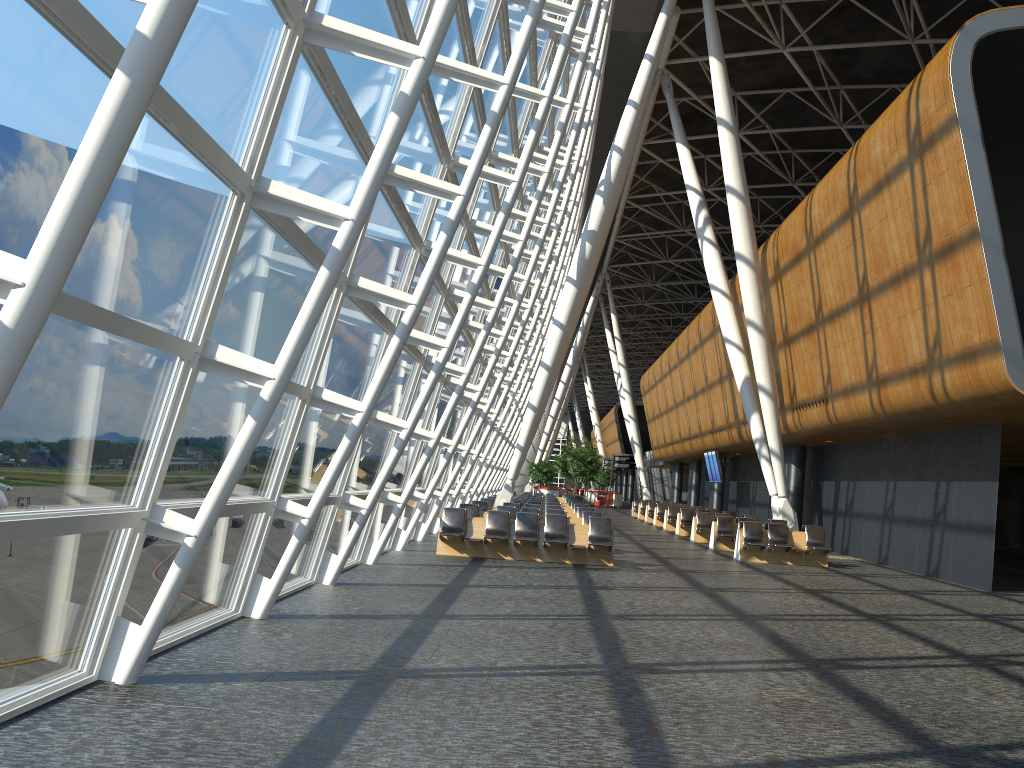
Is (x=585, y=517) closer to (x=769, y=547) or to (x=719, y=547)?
(x=769, y=547)

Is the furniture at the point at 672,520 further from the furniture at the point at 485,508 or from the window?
the furniture at the point at 485,508

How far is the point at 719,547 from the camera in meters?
21.9

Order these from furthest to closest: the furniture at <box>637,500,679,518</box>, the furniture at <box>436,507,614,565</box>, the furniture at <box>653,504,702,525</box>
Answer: the furniture at <box>637,500,679,518</box> → the furniture at <box>653,504,702,525</box> → the furniture at <box>436,507,614,565</box>

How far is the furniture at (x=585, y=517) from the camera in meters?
19.0

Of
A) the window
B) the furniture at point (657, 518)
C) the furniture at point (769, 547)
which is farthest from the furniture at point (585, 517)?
the furniture at point (657, 518)

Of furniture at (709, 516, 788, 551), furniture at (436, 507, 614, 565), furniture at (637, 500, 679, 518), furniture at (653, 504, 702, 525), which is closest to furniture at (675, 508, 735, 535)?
furniture at (709, 516, 788, 551)

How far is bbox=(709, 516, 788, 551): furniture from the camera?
21.9 meters

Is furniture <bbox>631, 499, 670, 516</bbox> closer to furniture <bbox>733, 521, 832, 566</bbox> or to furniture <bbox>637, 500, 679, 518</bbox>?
furniture <bbox>637, 500, 679, 518</bbox>

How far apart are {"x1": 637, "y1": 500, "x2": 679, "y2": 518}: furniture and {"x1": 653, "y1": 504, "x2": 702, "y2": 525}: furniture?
5.4m
